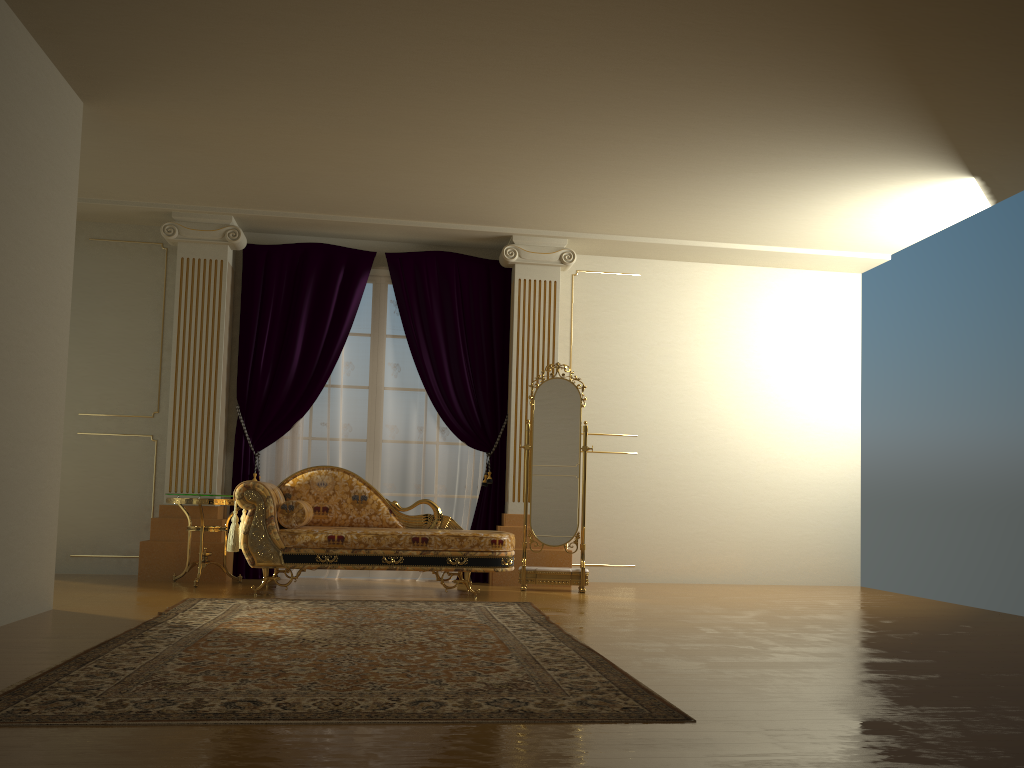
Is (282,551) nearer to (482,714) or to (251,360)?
(251,360)

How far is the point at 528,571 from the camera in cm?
637

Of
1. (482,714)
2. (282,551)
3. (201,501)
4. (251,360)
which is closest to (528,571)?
(282,551)

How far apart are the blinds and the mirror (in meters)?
0.53

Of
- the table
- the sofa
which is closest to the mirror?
the sofa

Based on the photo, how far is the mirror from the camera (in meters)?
6.37

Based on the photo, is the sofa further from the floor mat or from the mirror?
the mirror

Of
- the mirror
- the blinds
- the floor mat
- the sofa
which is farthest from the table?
the mirror

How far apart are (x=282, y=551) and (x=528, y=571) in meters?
1.8

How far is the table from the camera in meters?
6.0
